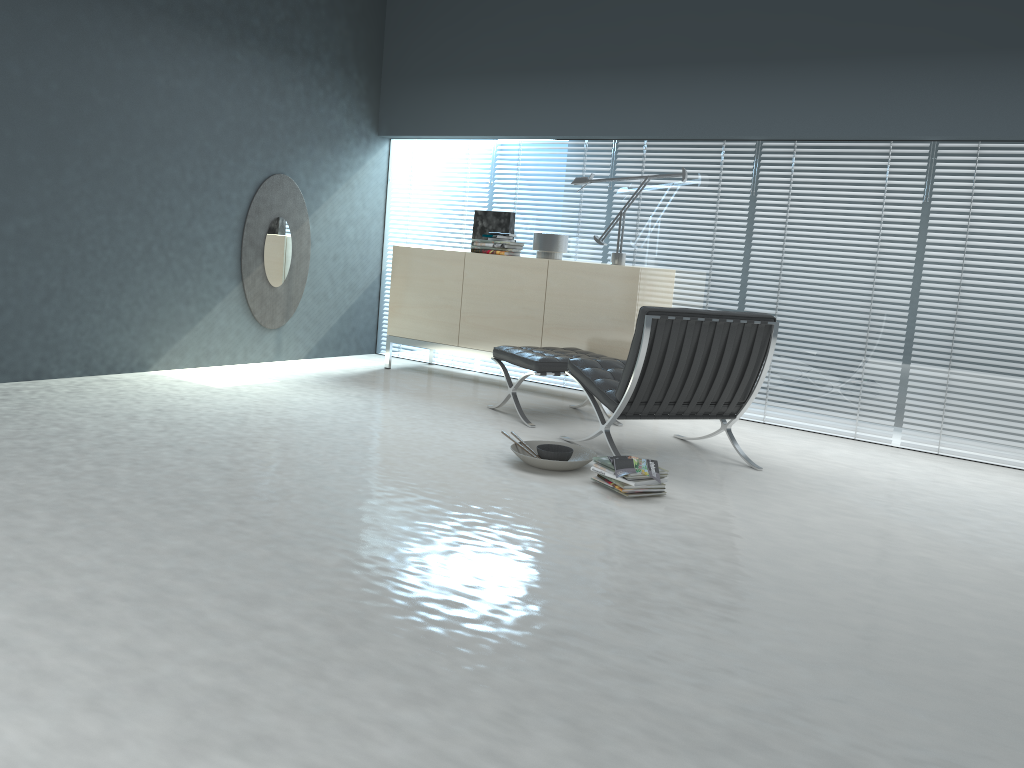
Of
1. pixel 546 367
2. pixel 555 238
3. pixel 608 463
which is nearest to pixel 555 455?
pixel 608 463

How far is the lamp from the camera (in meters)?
5.58

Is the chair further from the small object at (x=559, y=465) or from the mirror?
the mirror

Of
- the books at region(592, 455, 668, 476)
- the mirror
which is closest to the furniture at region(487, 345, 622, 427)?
the books at region(592, 455, 668, 476)

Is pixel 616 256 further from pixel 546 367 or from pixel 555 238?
pixel 546 367

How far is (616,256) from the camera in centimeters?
558cm

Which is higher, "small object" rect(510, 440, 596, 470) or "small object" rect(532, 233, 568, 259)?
"small object" rect(532, 233, 568, 259)

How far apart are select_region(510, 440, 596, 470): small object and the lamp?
Result: 1.87m

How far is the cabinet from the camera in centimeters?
537cm

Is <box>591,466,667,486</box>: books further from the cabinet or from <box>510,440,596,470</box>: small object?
the cabinet
